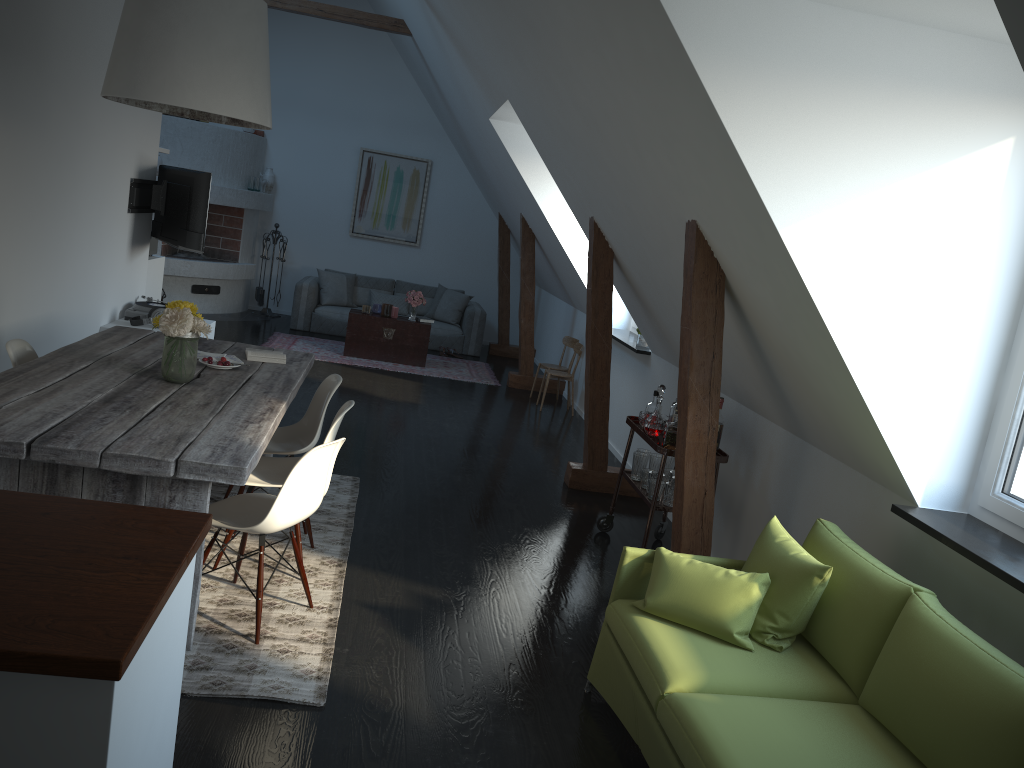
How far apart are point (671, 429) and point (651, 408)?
0.6m

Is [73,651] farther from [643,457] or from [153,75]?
[643,457]

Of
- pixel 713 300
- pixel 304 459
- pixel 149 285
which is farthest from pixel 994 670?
pixel 149 285

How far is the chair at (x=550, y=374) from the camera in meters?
8.6 m

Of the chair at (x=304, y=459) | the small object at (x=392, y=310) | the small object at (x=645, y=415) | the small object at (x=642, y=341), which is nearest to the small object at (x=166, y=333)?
the chair at (x=304, y=459)

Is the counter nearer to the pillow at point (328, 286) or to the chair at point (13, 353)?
the chair at point (13, 353)

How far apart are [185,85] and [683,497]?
2.74m

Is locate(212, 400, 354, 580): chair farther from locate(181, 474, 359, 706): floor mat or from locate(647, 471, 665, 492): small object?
Answer: locate(647, 471, 665, 492): small object

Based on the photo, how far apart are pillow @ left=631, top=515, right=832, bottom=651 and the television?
5.0m

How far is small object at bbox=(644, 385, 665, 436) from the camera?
4.9 meters
